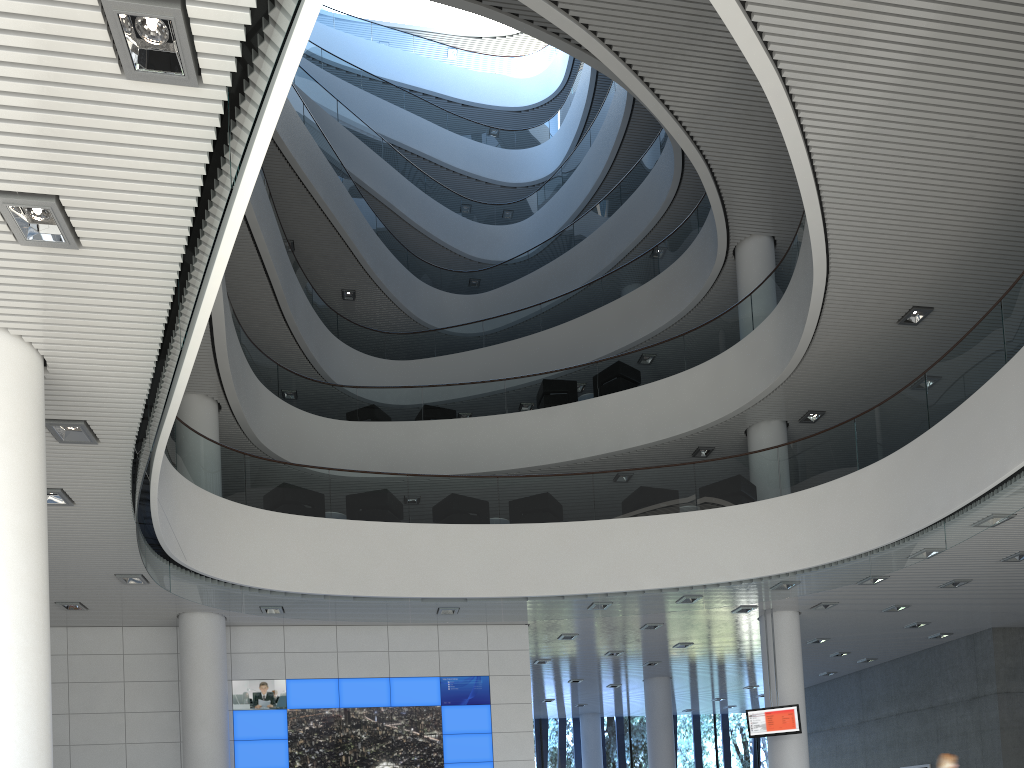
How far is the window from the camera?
15.9m

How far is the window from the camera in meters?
15.9

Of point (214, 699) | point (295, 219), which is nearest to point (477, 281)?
point (295, 219)

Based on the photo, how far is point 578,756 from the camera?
15.9m
